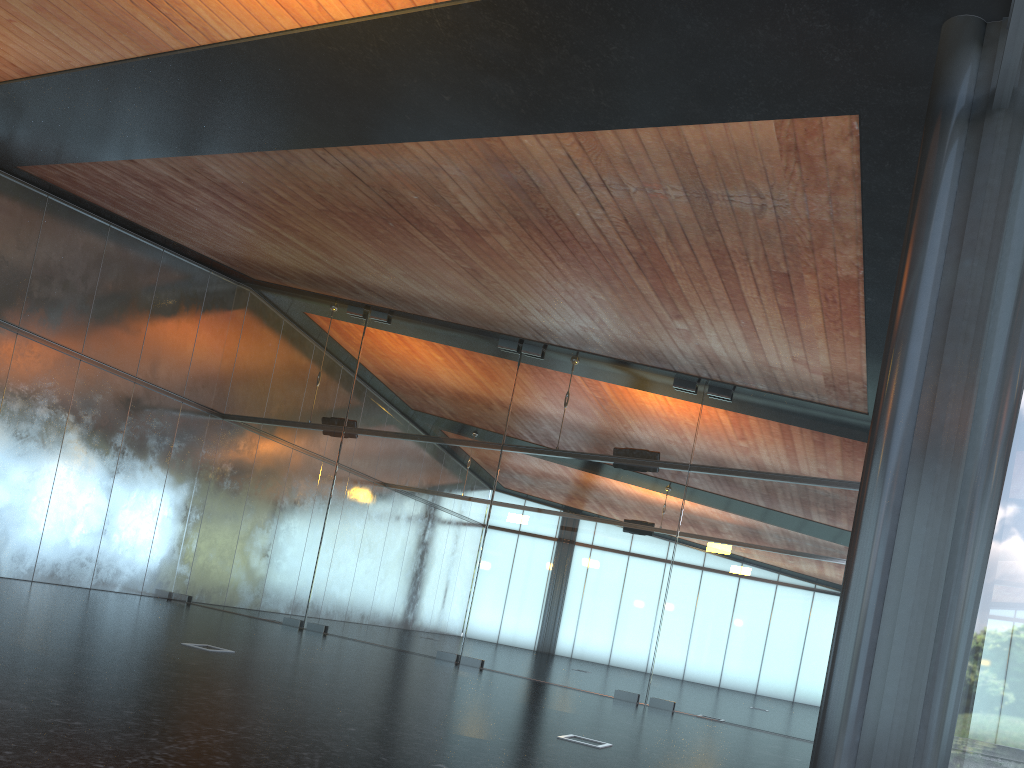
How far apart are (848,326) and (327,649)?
8.0m

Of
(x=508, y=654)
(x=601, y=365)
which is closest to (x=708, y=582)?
(x=508, y=654)
